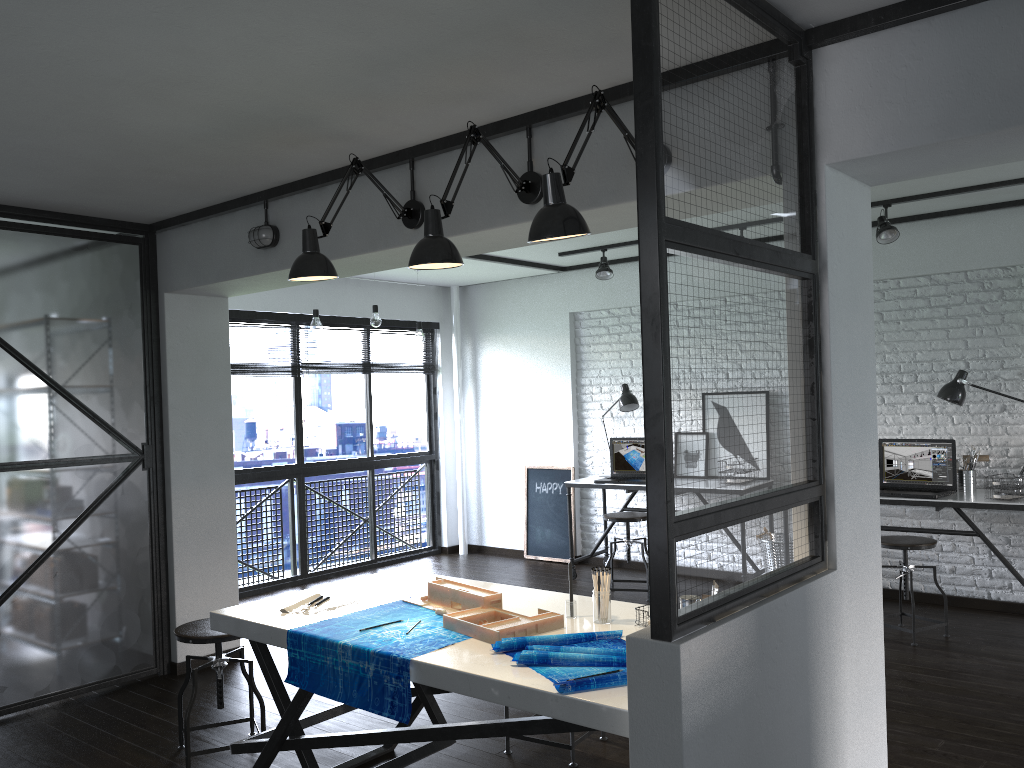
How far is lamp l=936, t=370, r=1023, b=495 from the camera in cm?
502

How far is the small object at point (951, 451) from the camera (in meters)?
5.11

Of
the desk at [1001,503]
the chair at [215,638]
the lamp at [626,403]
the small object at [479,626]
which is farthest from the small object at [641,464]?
the small object at [479,626]

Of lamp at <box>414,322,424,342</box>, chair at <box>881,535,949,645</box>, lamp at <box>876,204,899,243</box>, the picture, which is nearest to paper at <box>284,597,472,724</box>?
chair at <box>881,535,949,645</box>

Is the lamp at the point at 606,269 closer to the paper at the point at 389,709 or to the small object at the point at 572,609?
the paper at the point at 389,709

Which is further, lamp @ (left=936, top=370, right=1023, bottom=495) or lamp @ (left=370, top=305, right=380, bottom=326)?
lamp @ (left=370, top=305, right=380, bottom=326)

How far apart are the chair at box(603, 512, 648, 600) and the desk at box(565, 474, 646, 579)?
0.3m

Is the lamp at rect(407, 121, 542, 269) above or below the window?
above

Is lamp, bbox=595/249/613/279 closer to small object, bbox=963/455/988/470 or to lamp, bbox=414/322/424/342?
lamp, bbox=414/322/424/342

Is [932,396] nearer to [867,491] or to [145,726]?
[867,491]
